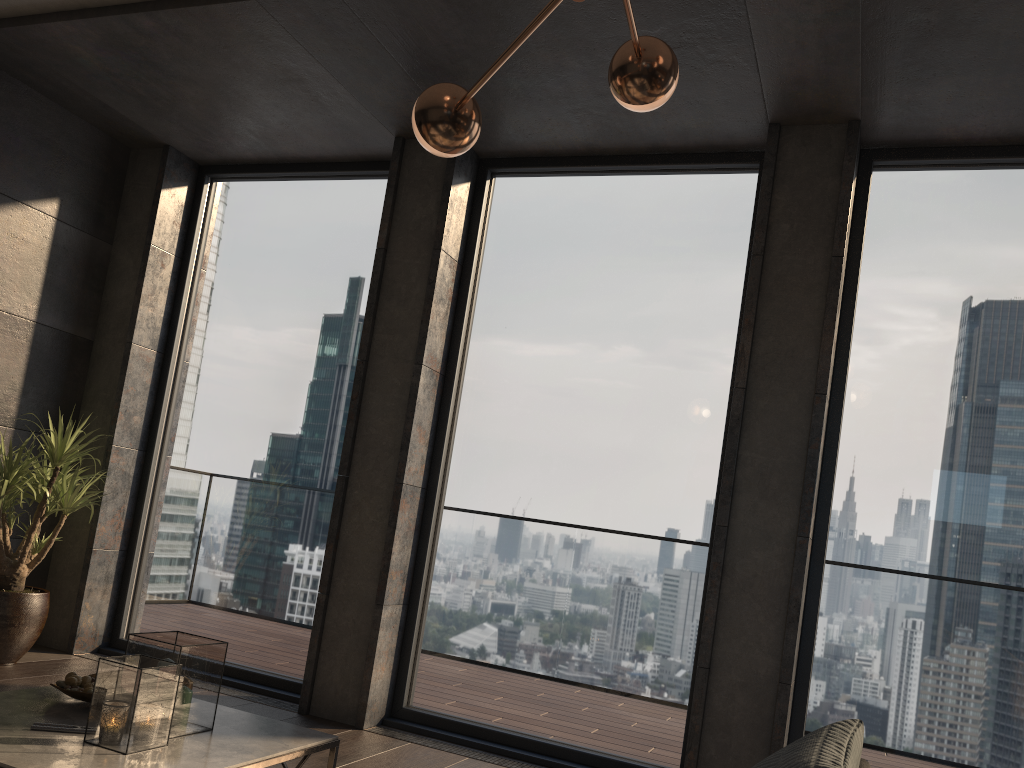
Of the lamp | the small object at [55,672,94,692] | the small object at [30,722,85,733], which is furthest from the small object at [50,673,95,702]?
the lamp

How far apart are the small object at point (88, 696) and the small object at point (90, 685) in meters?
0.0

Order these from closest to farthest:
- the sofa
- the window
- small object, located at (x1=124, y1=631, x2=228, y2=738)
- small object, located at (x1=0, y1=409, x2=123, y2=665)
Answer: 1. the sofa
2. small object, located at (x1=124, y1=631, x2=228, y2=738)
3. the window
4. small object, located at (x1=0, y1=409, x2=123, y2=665)

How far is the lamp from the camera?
2.38m

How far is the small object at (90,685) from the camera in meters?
2.6

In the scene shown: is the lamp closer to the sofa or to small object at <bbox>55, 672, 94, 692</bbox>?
the sofa

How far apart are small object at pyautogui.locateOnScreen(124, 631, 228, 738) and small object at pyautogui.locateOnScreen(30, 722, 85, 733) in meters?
0.2

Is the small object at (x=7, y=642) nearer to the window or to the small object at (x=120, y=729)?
the window

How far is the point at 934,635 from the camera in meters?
3.6 m

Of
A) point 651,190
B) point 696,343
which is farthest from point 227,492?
point 651,190
